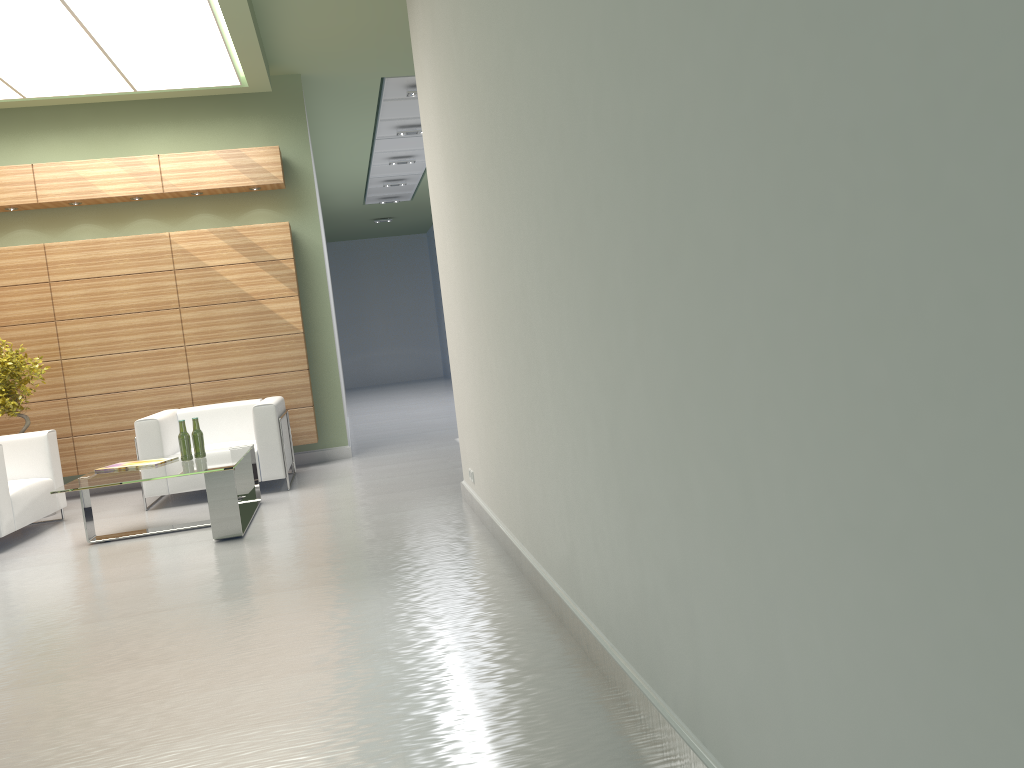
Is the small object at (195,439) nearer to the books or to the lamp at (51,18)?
the books

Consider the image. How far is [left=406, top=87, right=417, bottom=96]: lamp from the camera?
16.0 meters

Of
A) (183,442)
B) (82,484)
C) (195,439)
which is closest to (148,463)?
(183,442)

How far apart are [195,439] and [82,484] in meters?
1.4 m

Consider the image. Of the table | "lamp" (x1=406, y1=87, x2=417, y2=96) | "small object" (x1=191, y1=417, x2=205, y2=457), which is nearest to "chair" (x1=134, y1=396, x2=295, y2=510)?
the table

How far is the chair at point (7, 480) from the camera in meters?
10.2 m

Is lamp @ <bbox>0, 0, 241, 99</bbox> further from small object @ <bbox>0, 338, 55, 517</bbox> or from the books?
the books

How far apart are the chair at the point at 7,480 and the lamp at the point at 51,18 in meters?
4.8

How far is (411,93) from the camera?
16.0m

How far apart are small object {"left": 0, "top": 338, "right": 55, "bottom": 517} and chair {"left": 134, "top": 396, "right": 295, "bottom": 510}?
1.81m
